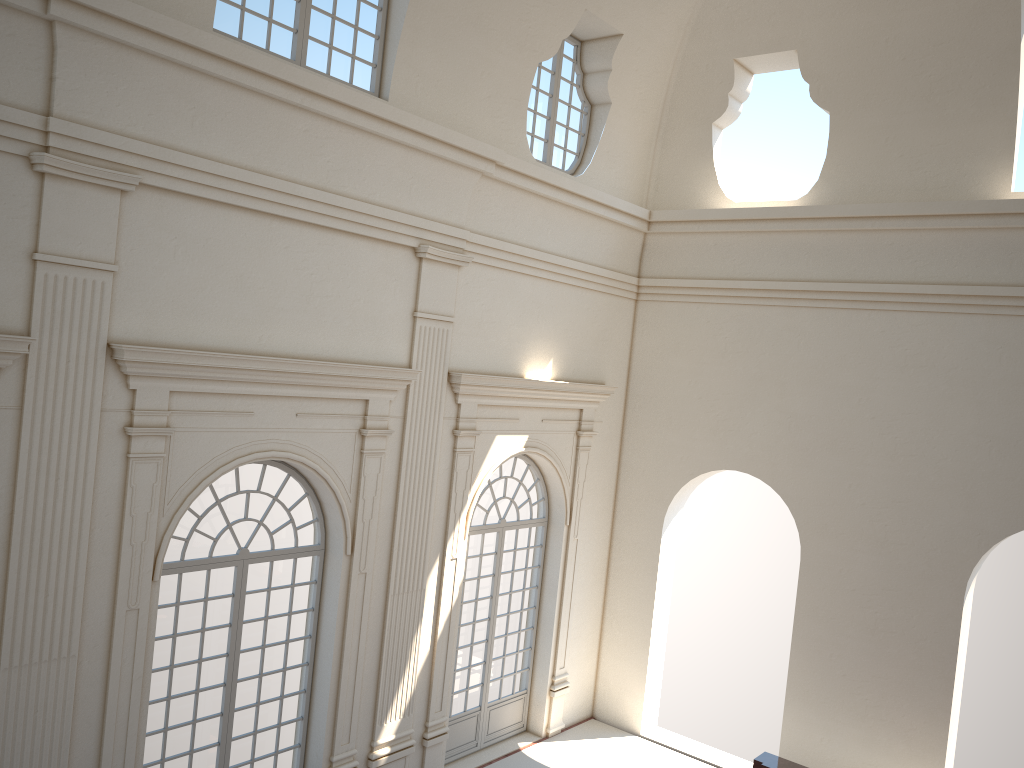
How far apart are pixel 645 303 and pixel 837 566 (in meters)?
4.86

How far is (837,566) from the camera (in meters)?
12.02
